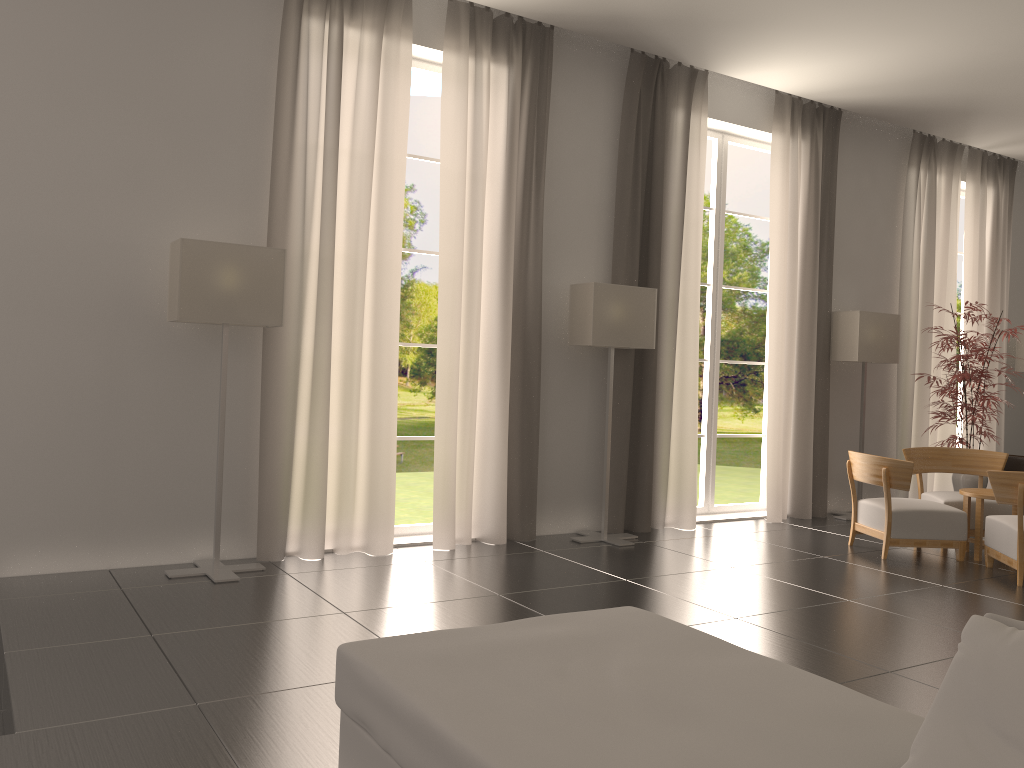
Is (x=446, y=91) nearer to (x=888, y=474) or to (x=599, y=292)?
(x=599, y=292)

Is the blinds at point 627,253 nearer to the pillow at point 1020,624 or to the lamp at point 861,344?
the lamp at point 861,344

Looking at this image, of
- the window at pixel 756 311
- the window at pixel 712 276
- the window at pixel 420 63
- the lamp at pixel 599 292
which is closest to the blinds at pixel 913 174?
the window at pixel 712 276

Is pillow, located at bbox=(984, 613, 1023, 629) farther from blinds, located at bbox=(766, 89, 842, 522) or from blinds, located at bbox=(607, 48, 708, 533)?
blinds, located at bbox=(766, 89, 842, 522)

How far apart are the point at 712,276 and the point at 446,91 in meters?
5.2

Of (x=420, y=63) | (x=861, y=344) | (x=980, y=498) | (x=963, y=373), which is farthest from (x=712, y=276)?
(x=420, y=63)

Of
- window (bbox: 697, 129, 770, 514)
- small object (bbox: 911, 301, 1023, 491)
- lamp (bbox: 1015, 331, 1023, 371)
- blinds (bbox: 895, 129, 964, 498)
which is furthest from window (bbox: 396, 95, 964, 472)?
window (bbox: 697, 129, 770, 514)

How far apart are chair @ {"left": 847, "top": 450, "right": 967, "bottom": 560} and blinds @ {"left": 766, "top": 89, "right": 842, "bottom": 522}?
1.64m

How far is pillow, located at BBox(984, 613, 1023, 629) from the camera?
3.0 meters

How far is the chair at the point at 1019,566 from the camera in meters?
9.4 m
